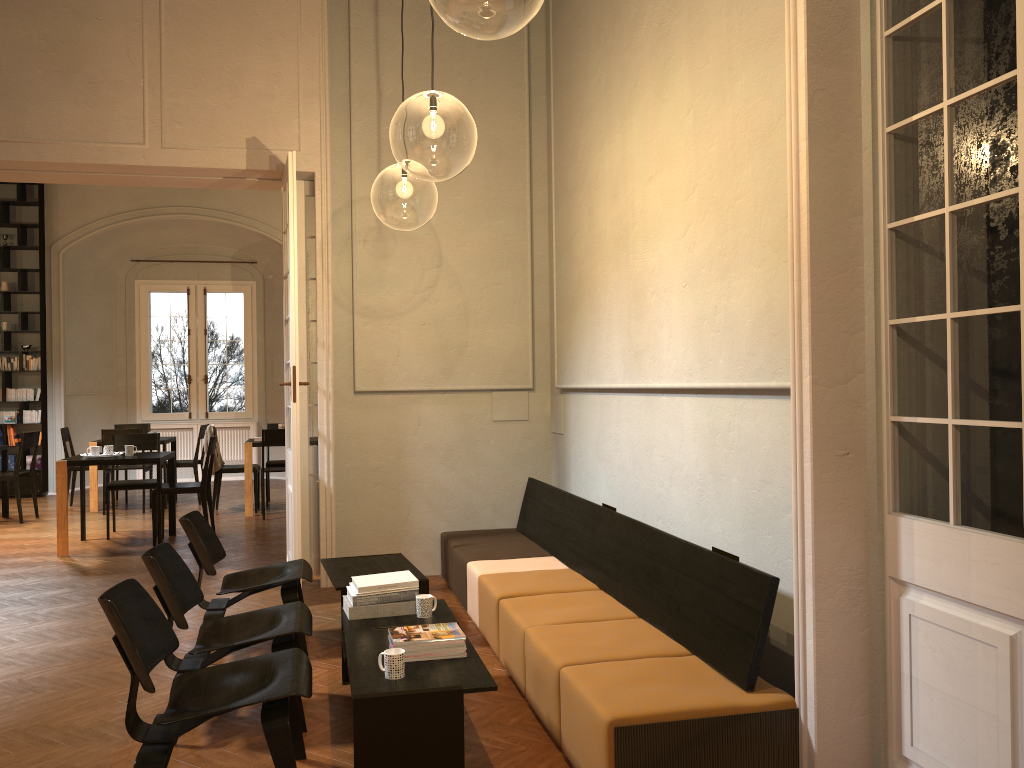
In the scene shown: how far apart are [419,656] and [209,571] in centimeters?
189cm

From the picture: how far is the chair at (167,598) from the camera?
3.9m

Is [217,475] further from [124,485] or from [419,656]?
[419,656]

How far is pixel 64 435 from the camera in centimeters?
1171cm

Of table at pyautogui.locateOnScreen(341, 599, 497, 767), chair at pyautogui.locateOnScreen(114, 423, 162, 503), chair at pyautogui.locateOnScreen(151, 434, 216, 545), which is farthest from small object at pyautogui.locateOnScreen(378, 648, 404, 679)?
chair at pyautogui.locateOnScreen(114, 423, 162, 503)

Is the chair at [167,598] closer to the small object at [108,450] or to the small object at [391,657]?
the small object at [391,657]

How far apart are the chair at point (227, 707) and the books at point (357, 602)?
0.7m

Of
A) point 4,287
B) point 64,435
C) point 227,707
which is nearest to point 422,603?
point 227,707

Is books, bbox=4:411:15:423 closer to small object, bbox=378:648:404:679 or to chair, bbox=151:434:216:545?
chair, bbox=151:434:216:545

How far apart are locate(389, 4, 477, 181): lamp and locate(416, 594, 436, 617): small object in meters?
3.2
